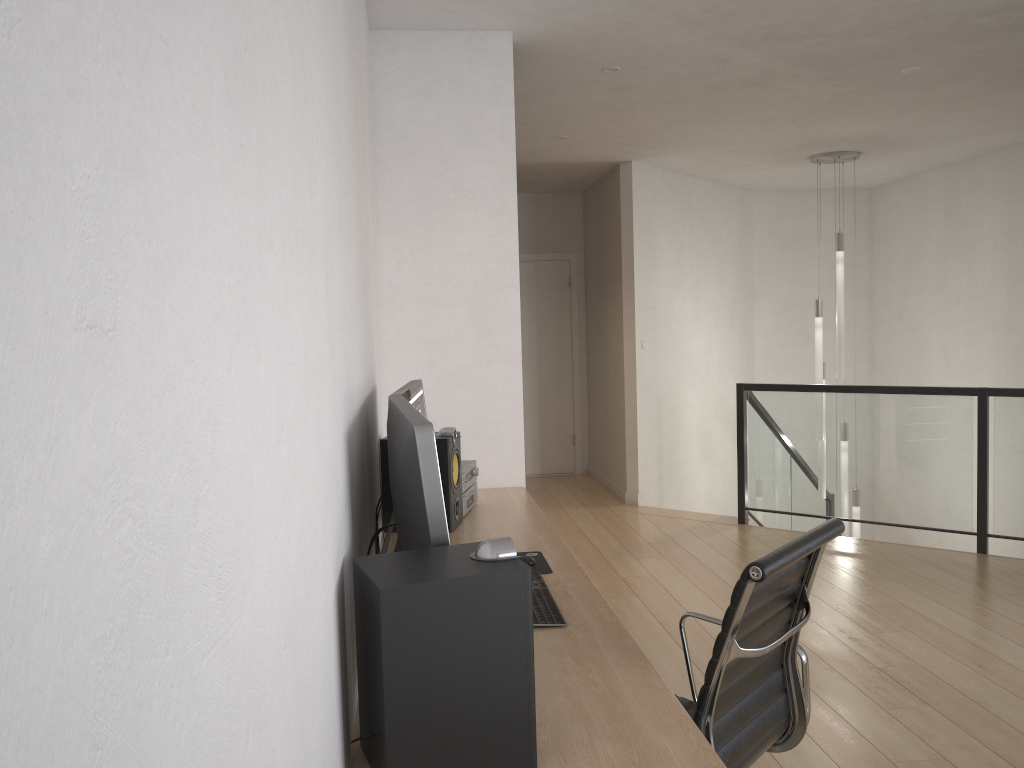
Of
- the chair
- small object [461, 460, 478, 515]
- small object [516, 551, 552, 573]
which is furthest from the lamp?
the chair

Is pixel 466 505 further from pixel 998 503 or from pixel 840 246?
pixel 840 246

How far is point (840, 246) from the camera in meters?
6.8 m

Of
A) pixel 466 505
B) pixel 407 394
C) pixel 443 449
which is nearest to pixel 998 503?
pixel 466 505

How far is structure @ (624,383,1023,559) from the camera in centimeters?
528cm

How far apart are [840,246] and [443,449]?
4.83m

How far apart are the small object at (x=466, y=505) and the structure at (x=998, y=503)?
3.2 meters

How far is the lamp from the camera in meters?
6.8 m

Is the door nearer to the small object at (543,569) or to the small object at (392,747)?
the small object at (543,569)

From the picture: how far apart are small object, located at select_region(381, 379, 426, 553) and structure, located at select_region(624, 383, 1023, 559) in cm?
381
